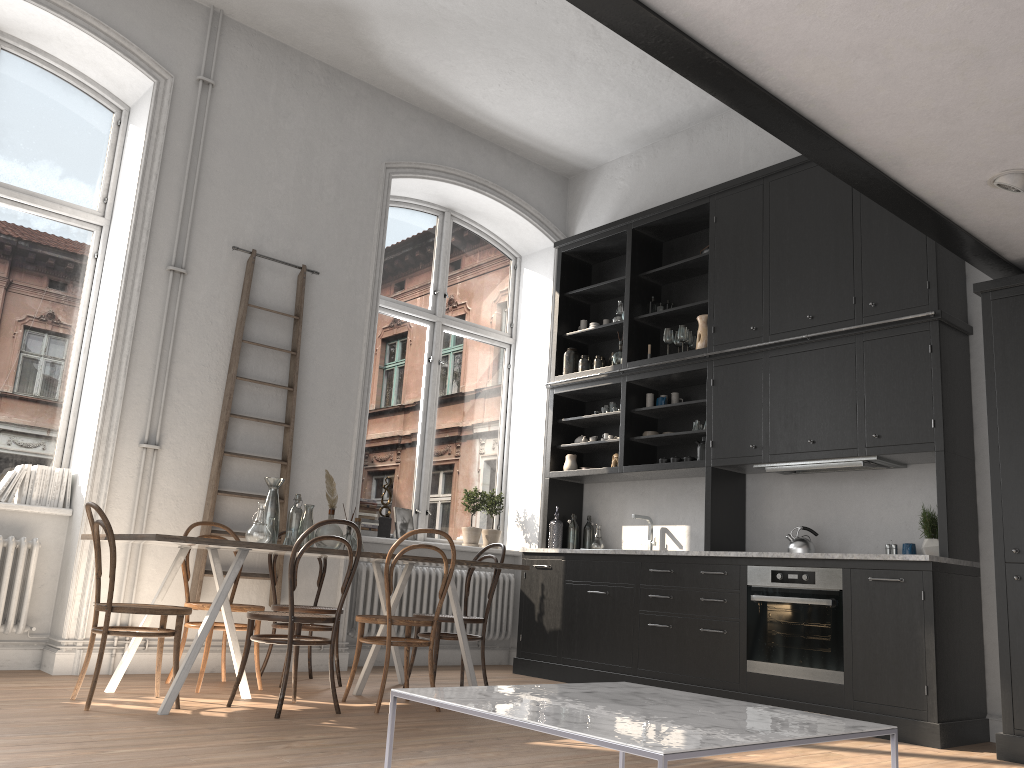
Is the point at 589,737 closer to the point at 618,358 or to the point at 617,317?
the point at 618,358

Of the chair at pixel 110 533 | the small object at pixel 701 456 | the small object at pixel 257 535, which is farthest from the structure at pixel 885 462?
the chair at pixel 110 533

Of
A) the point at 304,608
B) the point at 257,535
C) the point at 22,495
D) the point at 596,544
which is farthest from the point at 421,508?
the point at 22,495

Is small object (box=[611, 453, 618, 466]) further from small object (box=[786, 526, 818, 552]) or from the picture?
the picture

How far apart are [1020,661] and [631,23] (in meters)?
3.47

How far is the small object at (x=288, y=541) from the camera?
4.8m

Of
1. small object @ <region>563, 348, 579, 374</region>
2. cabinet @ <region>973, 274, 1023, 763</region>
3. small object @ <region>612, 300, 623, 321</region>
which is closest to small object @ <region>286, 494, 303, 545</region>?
small object @ <region>563, 348, 579, 374</region>

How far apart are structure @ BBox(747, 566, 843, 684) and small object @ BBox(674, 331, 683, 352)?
1.9 meters

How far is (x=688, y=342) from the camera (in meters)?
6.57

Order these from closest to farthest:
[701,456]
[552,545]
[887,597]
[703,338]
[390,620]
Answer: [390,620] < [887,597] < [701,456] < [703,338] < [552,545]
